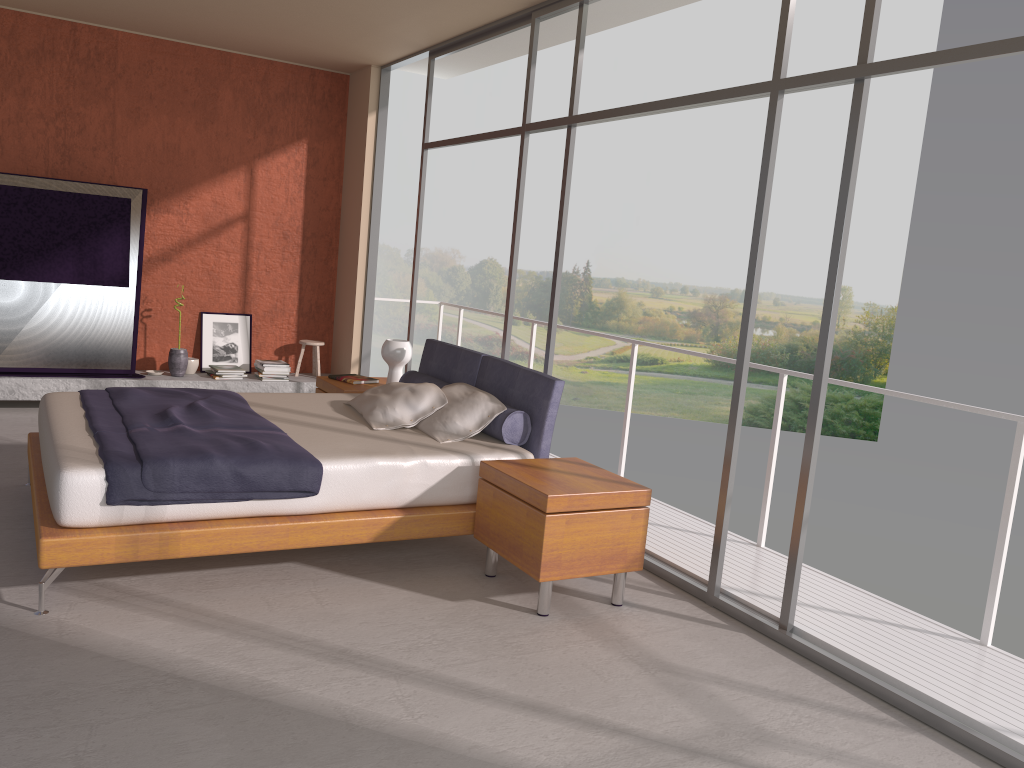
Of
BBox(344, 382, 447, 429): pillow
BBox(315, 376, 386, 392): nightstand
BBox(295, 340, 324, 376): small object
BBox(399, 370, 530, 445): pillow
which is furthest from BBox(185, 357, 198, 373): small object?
BBox(344, 382, 447, 429): pillow

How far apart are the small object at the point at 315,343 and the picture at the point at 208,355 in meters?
0.6 m

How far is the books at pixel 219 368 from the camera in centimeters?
789cm

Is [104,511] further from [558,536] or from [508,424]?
[508,424]

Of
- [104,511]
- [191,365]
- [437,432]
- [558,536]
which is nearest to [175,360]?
[191,365]

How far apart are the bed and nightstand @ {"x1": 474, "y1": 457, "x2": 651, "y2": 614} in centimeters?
7cm

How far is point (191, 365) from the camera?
7.91m

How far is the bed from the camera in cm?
358

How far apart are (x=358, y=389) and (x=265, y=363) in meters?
2.2

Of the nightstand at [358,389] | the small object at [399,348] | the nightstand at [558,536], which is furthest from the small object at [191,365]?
the nightstand at [558,536]
